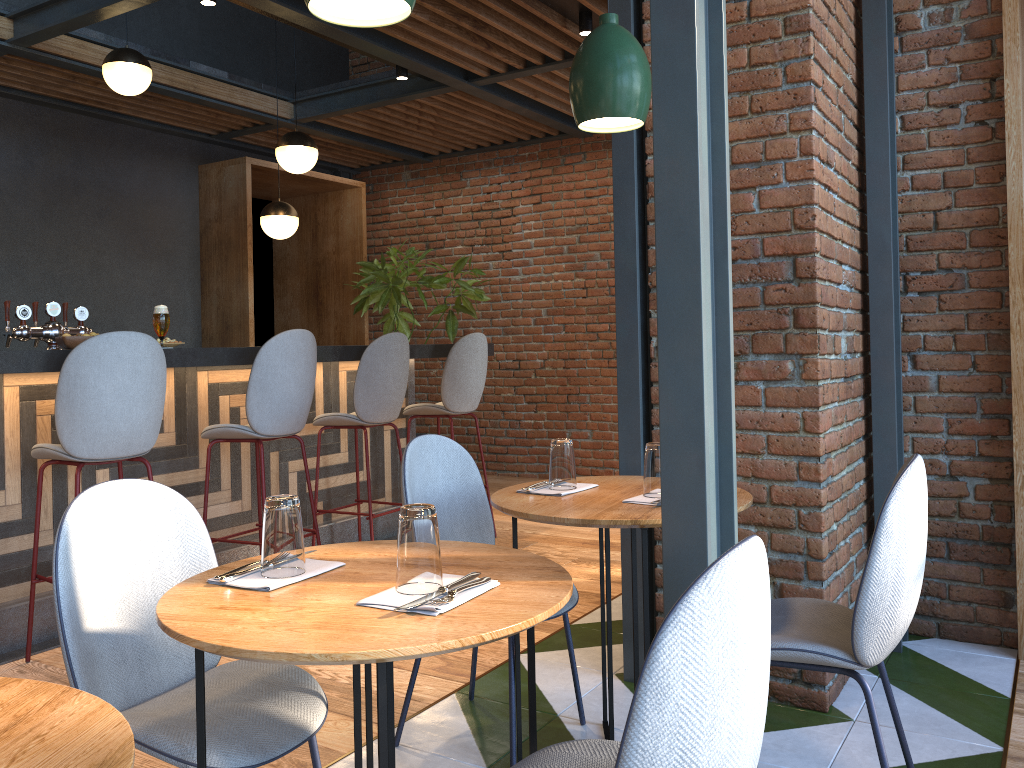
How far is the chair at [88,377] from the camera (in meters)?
3.14

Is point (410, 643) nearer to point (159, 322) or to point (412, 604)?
point (412, 604)

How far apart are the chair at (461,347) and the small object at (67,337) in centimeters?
201cm

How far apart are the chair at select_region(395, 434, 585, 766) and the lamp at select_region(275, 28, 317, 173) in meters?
3.3

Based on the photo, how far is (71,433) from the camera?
3.2 meters

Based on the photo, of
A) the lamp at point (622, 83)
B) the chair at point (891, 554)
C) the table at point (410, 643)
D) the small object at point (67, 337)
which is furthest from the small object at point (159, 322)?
the chair at point (891, 554)

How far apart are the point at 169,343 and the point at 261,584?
2.57m

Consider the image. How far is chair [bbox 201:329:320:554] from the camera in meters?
3.8 m

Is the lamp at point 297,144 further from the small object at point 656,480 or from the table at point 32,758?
the table at point 32,758

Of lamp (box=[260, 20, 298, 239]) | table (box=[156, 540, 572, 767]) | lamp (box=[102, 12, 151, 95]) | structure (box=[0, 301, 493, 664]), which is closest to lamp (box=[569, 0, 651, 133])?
table (box=[156, 540, 572, 767])
